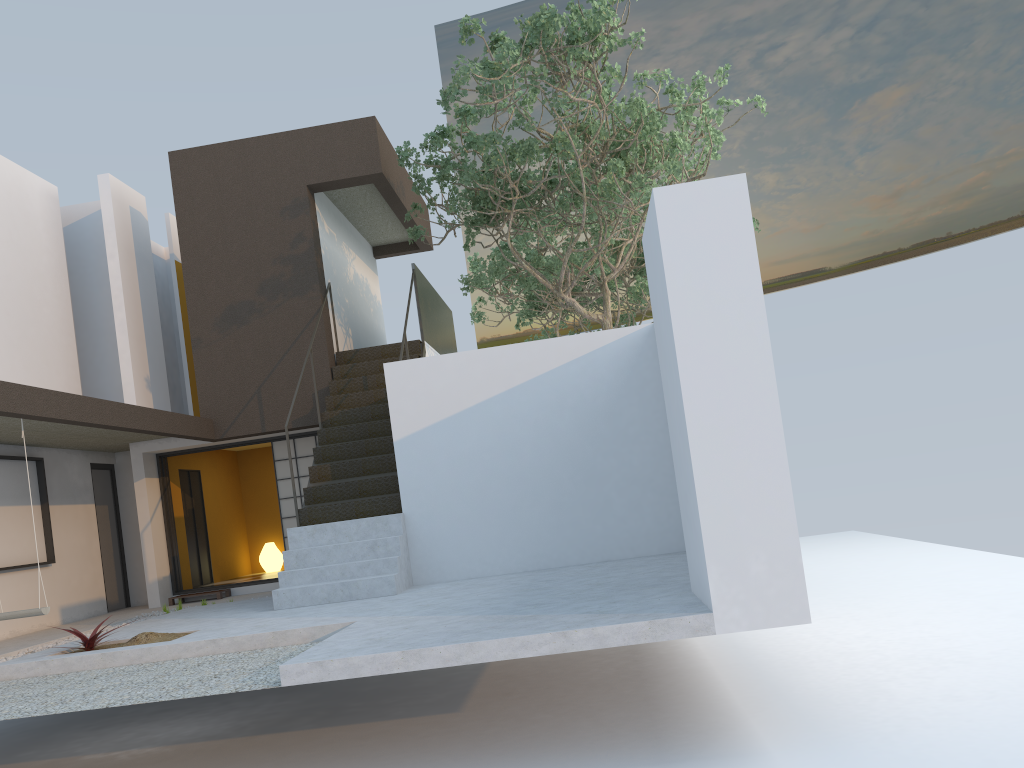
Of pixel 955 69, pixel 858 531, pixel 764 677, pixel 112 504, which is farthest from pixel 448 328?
pixel 955 69

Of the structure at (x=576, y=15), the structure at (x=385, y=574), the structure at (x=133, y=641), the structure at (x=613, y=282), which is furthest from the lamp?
the structure at (x=133, y=641)

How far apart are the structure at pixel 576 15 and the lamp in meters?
5.3

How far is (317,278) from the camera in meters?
11.3

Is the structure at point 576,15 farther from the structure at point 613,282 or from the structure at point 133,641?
the structure at point 133,641

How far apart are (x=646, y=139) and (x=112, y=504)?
8.7 meters

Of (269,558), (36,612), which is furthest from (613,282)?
(36,612)

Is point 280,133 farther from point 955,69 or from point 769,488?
point 955,69

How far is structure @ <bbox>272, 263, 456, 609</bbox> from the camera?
8.1 meters

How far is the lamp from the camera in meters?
14.1
